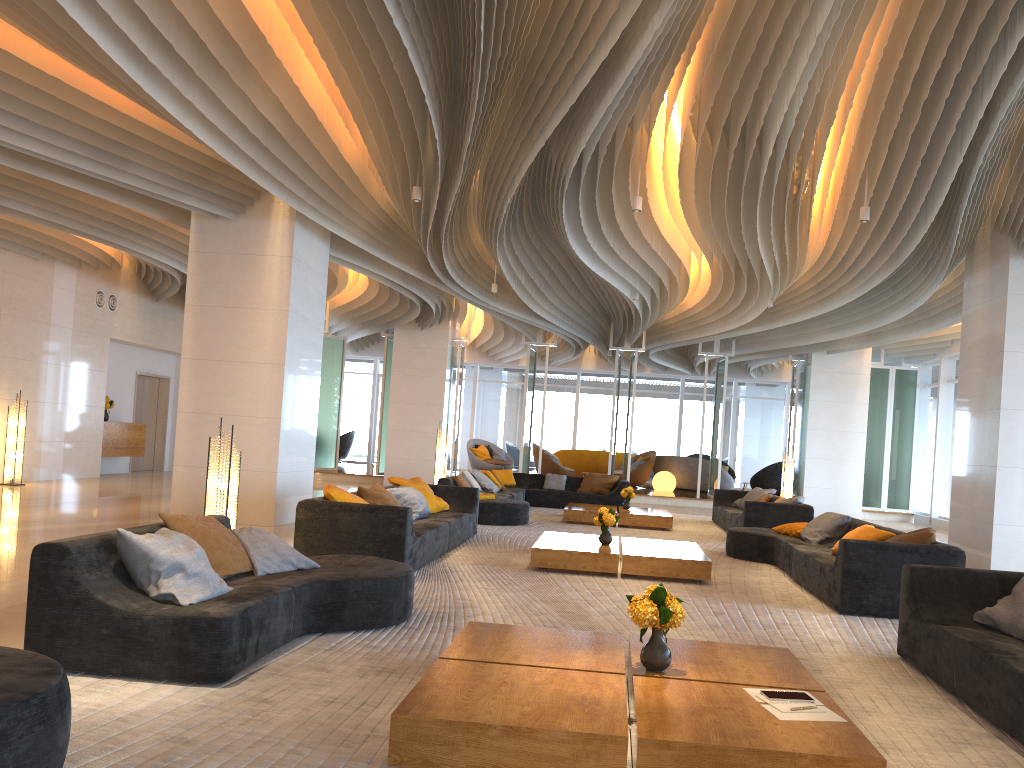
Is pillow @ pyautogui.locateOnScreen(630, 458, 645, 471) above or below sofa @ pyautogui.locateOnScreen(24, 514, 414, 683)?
above

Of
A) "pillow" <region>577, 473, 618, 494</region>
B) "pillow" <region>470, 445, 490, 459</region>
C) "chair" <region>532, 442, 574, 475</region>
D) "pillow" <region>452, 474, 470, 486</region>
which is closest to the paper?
"pillow" <region>452, 474, 470, 486</region>

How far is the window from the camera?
26.8 meters

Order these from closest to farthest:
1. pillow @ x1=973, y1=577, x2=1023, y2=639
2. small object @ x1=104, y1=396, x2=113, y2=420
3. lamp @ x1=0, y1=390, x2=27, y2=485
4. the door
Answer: pillow @ x1=973, y1=577, x2=1023, y2=639, lamp @ x1=0, y1=390, x2=27, y2=485, small object @ x1=104, y1=396, x2=113, y2=420, the door

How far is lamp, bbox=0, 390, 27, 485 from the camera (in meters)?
13.38

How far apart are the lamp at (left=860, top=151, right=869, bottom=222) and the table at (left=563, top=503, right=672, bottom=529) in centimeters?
568cm

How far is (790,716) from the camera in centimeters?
321cm

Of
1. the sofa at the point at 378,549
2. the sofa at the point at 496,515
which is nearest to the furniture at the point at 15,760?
the sofa at the point at 378,549

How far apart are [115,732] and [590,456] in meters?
20.9 m

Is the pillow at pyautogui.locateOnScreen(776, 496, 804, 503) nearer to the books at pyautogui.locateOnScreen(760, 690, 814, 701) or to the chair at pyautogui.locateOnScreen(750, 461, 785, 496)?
the books at pyautogui.locateOnScreen(760, 690, 814, 701)
